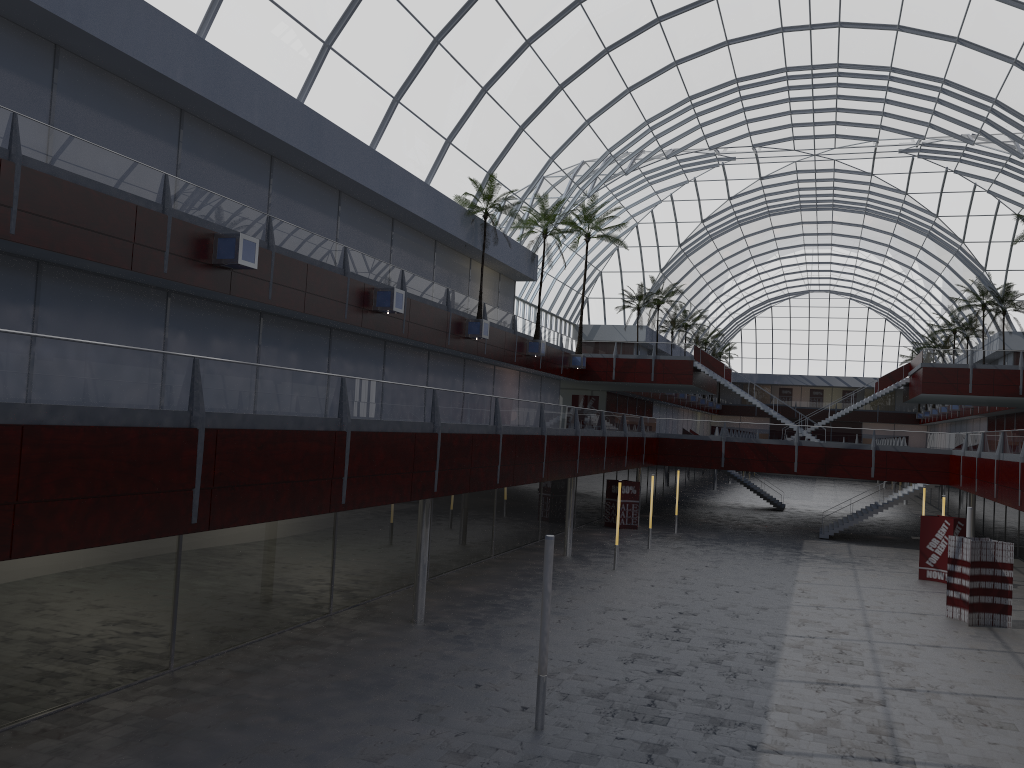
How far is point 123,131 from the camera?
26.7m

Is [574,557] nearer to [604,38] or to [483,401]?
[483,401]
